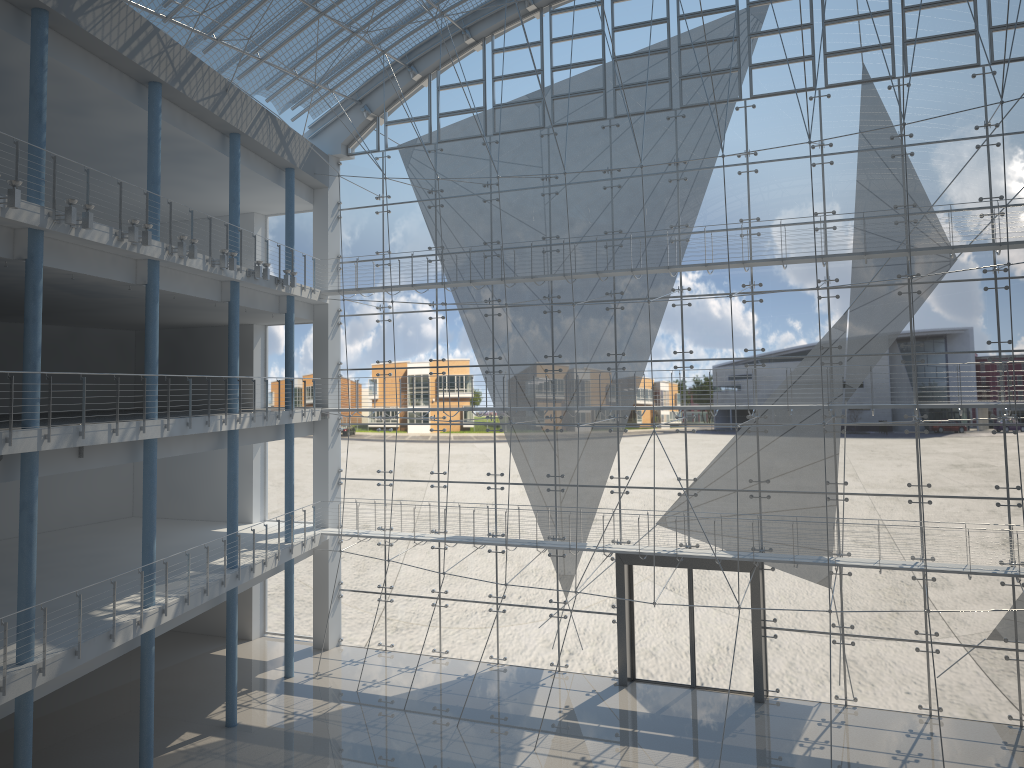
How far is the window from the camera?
3.00m

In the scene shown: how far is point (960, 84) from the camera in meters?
3.0

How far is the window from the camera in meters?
3.0
